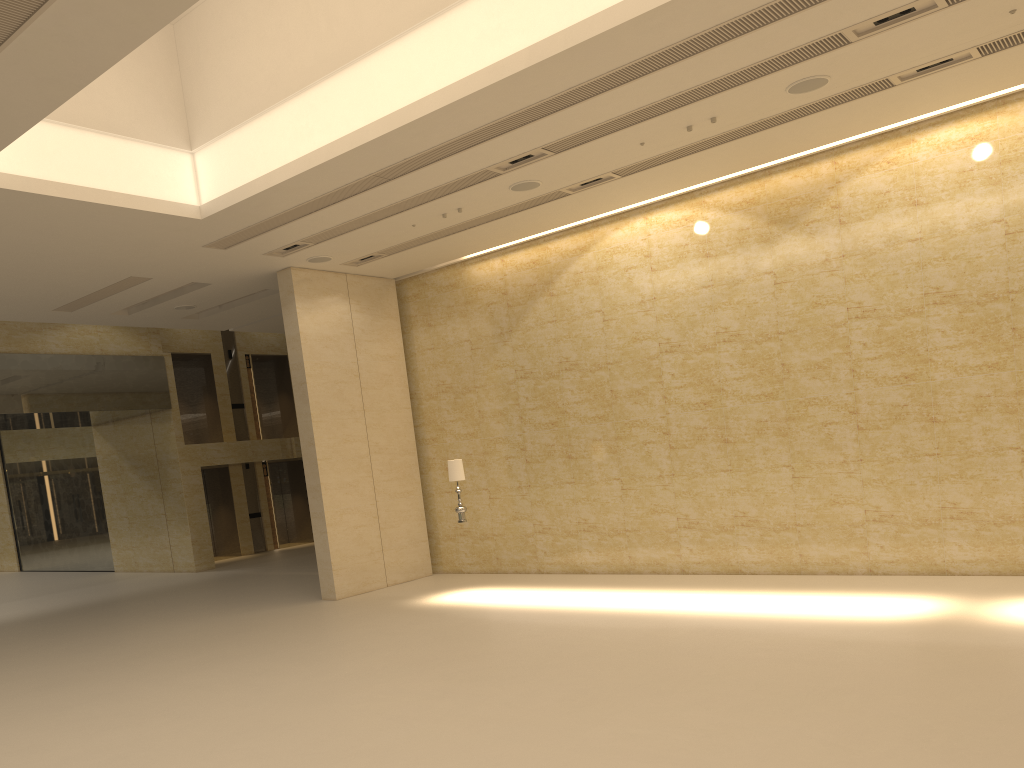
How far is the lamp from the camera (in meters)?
13.99

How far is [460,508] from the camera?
13.99m

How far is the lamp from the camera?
13.99m
